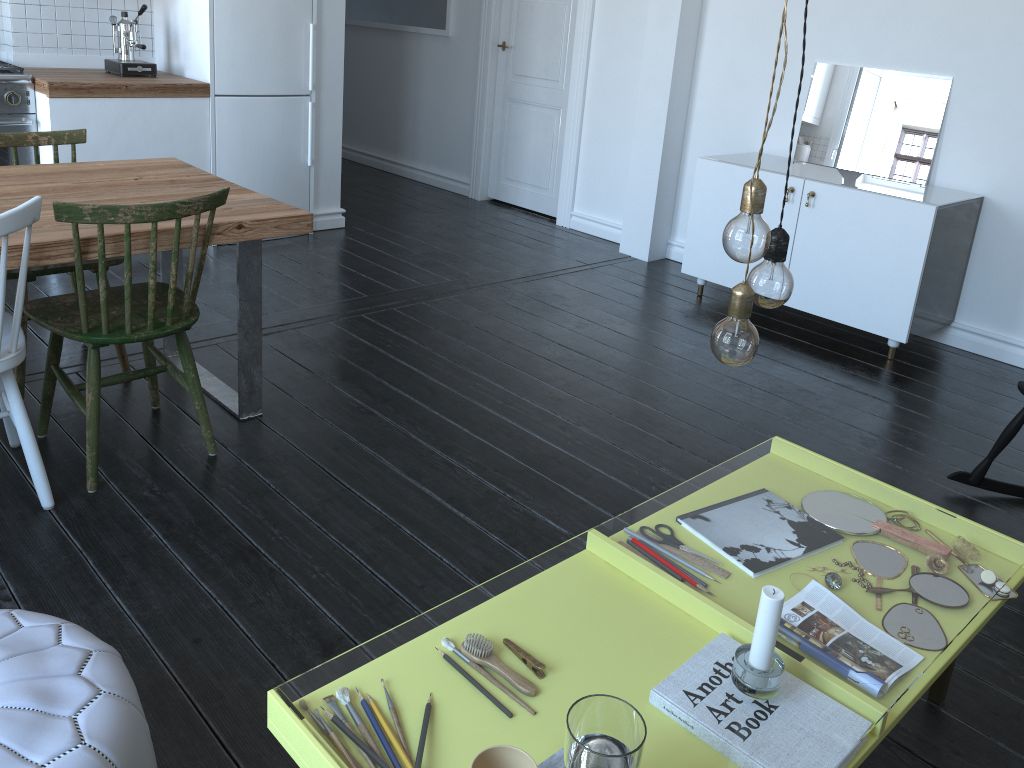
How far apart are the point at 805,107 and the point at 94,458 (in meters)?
3.70

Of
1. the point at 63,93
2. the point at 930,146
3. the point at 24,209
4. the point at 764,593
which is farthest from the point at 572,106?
the point at 764,593

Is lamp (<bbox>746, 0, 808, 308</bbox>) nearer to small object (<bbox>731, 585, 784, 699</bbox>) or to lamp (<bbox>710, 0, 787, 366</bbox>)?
lamp (<bbox>710, 0, 787, 366</bbox>)

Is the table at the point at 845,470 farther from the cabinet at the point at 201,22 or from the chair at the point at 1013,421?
the cabinet at the point at 201,22

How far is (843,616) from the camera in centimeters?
951cm

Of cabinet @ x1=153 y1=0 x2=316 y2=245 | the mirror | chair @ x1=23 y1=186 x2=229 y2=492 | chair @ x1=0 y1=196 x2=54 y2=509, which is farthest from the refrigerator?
the mirror

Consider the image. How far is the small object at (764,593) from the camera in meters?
1.3

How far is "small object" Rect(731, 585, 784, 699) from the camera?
1.35m

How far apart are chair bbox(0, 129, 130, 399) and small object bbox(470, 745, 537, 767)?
2.37m

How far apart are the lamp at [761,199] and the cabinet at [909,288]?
2.7 meters
